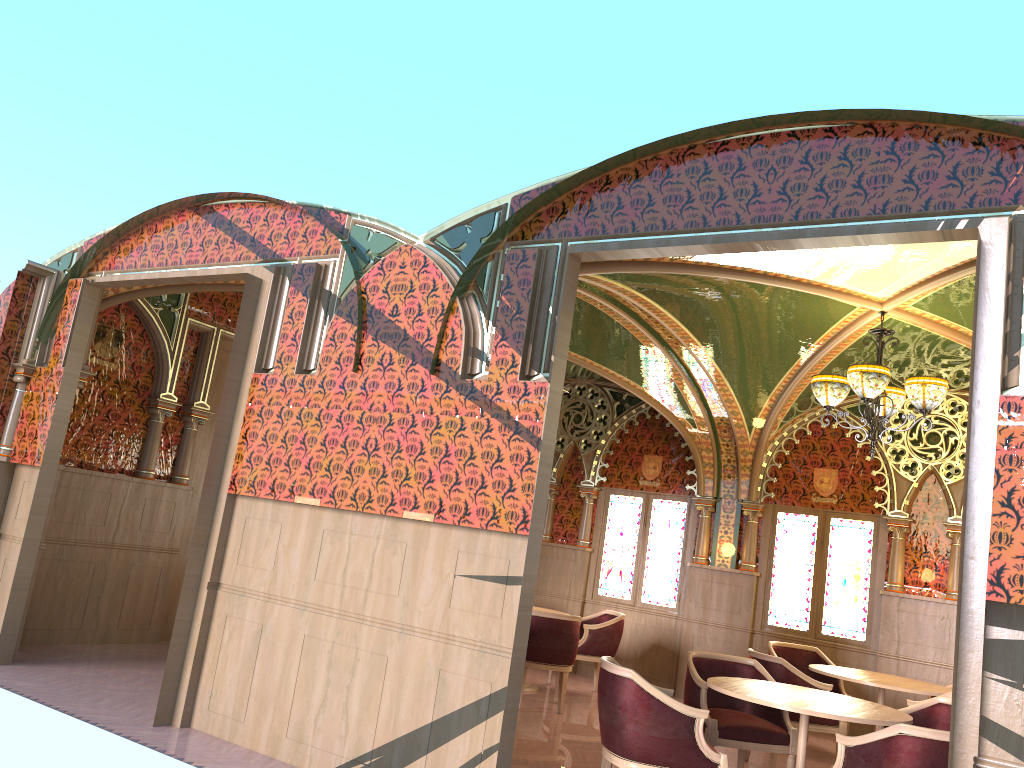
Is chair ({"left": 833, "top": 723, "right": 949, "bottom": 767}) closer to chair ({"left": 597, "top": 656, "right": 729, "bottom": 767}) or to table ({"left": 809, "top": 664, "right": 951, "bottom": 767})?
chair ({"left": 597, "top": 656, "right": 729, "bottom": 767})

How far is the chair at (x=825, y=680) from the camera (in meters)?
8.38

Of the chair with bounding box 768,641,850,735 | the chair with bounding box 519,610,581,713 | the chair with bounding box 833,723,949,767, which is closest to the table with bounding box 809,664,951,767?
the chair with bounding box 768,641,850,735

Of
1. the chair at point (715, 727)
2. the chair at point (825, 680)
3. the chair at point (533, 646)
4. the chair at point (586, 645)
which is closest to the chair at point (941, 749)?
the chair at point (715, 727)

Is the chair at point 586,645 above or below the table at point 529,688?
above

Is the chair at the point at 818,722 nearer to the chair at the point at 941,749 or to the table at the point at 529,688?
the chair at the point at 941,749

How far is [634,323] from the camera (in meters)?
8.20

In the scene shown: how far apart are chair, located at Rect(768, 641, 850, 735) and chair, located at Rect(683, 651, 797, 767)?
2.26m

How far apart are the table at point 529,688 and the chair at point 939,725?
4.1 meters

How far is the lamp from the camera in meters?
6.2
